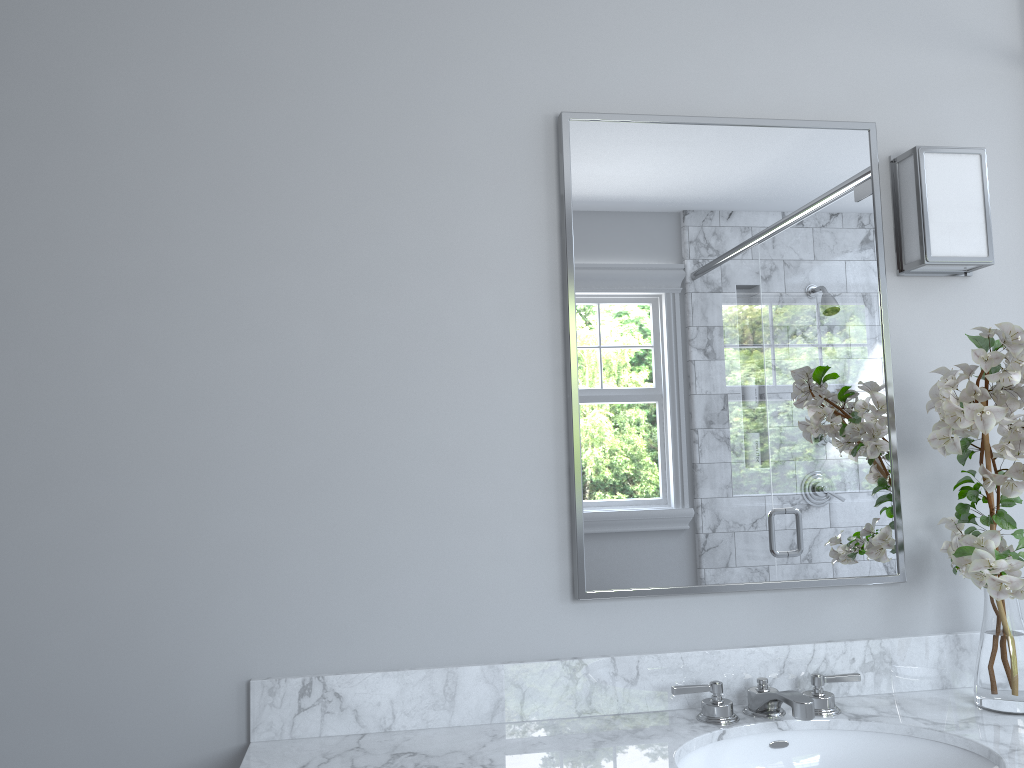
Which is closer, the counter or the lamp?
the counter

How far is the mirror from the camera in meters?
1.8

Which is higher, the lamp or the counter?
the lamp

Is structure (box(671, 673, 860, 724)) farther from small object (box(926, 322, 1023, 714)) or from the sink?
small object (box(926, 322, 1023, 714))

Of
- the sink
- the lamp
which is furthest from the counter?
the lamp

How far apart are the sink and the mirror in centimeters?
27cm

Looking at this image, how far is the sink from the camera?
1.5m

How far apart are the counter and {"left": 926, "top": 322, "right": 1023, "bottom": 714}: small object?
0.0 meters

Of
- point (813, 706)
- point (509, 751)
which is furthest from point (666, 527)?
point (509, 751)

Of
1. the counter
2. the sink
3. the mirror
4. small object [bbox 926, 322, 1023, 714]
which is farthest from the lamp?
the sink
